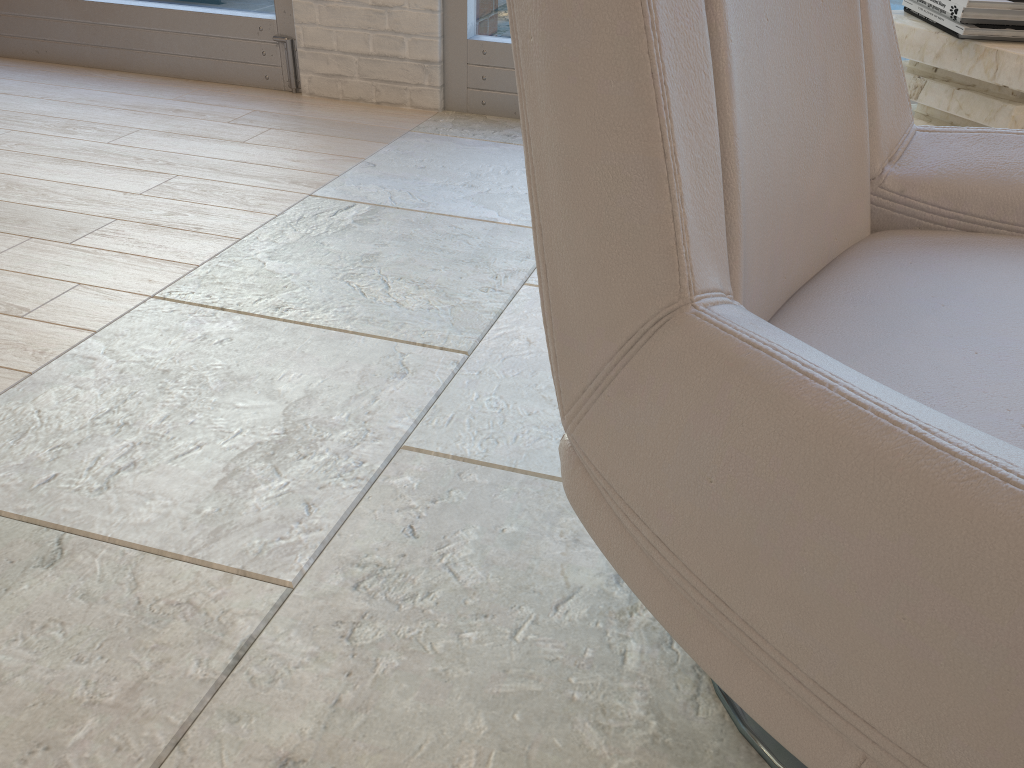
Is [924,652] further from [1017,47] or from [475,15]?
[475,15]

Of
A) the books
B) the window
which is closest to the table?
the books

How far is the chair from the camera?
0.51m

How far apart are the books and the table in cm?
1

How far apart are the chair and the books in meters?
0.8

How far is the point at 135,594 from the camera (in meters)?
1.10

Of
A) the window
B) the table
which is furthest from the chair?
the window

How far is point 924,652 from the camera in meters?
0.5

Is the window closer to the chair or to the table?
the table

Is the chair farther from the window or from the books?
the window
